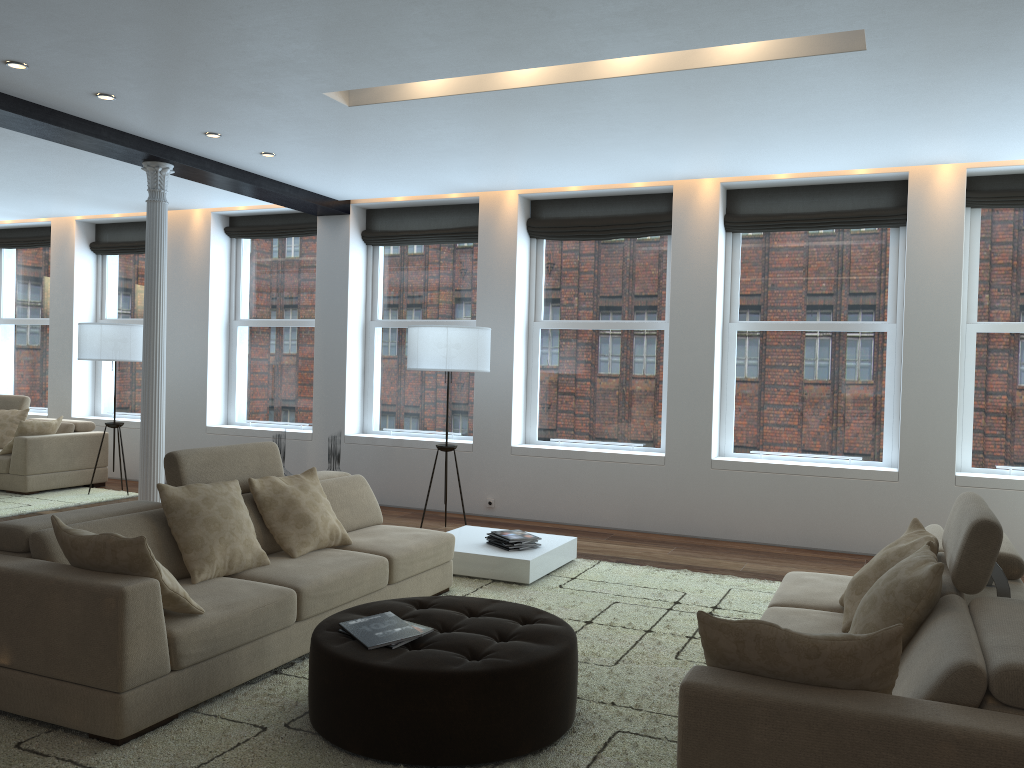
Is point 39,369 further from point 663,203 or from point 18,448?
point 663,203

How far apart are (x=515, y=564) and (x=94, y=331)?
5.3m

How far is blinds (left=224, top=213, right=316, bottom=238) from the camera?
9.4m

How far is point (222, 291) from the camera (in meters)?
9.81

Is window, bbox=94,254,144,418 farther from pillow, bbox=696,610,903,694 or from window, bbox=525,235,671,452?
pillow, bbox=696,610,903,694

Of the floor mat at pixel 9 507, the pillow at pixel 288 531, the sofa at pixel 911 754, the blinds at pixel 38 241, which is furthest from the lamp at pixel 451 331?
the blinds at pixel 38 241

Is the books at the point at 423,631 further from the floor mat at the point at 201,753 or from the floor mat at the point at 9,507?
the floor mat at the point at 9,507

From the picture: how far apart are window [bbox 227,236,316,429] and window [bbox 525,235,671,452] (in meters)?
2.53

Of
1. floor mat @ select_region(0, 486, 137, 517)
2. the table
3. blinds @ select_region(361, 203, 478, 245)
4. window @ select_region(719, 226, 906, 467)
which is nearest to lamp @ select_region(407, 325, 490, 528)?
the table

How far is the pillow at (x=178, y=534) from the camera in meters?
4.0 m
